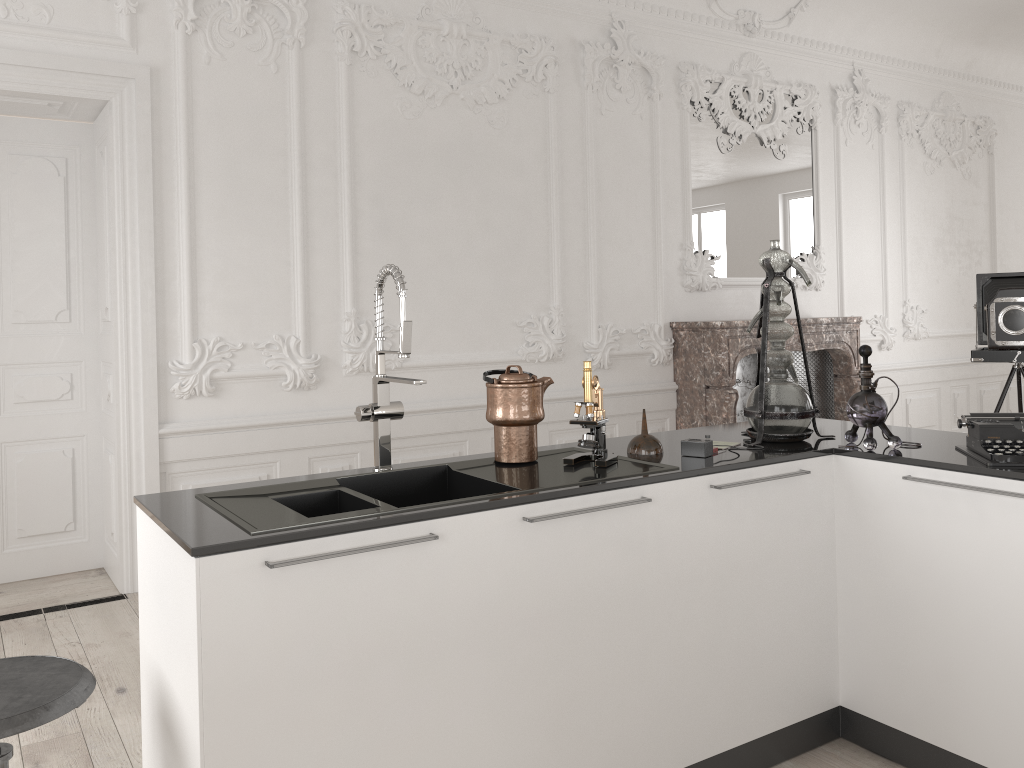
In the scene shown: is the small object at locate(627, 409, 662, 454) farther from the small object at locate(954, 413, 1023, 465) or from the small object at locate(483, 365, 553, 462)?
the small object at locate(954, 413, 1023, 465)

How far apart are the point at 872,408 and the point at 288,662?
1.8m

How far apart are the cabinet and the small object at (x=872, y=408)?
0.0 meters

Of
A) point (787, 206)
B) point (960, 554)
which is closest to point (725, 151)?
point (787, 206)

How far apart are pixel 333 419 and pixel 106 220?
1.5 meters

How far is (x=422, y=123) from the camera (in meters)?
5.14

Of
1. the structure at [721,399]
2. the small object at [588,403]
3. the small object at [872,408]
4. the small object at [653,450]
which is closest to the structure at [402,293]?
the small object at [588,403]

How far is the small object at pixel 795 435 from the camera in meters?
2.8

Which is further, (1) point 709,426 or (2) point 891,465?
(1) point 709,426

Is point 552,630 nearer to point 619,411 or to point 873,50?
point 619,411
